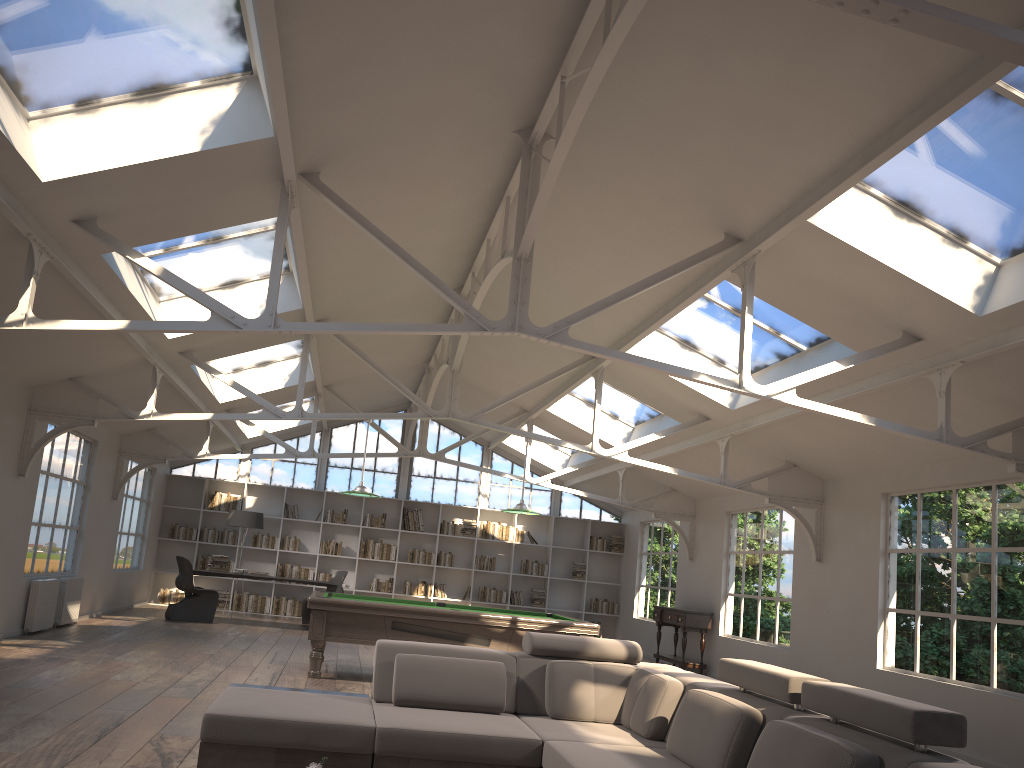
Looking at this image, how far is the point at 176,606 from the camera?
12.6 meters

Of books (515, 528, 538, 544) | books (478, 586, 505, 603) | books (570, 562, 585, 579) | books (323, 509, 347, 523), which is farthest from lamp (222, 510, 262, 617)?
books (570, 562, 585, 579)

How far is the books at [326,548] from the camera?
15.9m

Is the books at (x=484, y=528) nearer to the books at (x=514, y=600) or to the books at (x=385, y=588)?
the books at (x=514, y=600)

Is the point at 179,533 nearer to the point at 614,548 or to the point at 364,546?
the point at 364,546

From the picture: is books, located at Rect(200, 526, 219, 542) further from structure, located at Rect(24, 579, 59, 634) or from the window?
structure, located at Rect(24, 579, 59, 634)

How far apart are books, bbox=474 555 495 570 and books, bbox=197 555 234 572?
4.38m

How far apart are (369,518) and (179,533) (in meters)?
3.29

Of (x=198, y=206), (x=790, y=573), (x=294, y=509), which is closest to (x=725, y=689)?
(x=198, y=206)

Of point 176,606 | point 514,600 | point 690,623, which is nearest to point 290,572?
point 176,606
